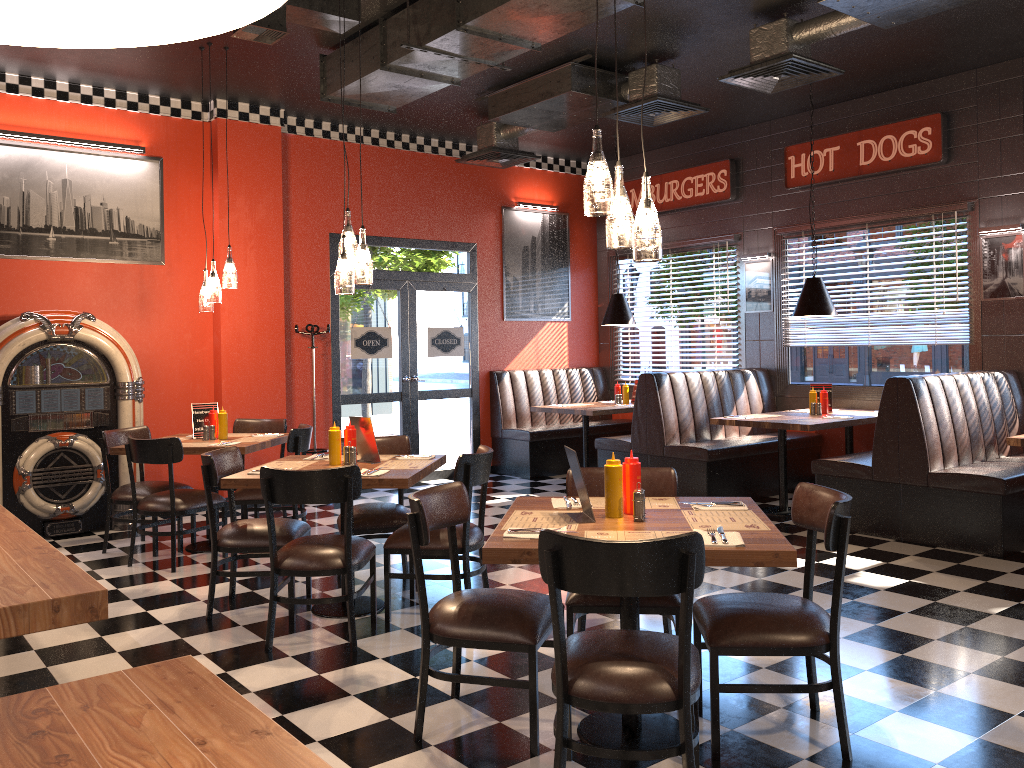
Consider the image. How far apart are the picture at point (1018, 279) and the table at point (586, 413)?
3.5 meters

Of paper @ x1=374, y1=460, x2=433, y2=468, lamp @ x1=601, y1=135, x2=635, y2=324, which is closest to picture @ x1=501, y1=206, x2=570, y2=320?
lamp @ x1=601, y1=135, x2=635, y2=324

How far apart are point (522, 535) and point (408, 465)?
2.0m

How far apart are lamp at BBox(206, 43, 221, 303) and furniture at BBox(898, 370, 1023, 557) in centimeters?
488cm

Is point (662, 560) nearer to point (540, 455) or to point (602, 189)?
point (602, 189)

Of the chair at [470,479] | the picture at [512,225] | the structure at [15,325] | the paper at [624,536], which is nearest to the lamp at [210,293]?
the structure at [15,325]

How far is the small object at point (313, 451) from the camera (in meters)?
8.29

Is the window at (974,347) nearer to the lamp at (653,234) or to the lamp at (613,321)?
the lamp at (613,321)

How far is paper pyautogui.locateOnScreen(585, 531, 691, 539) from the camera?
2.9m

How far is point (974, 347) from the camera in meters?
7.4
